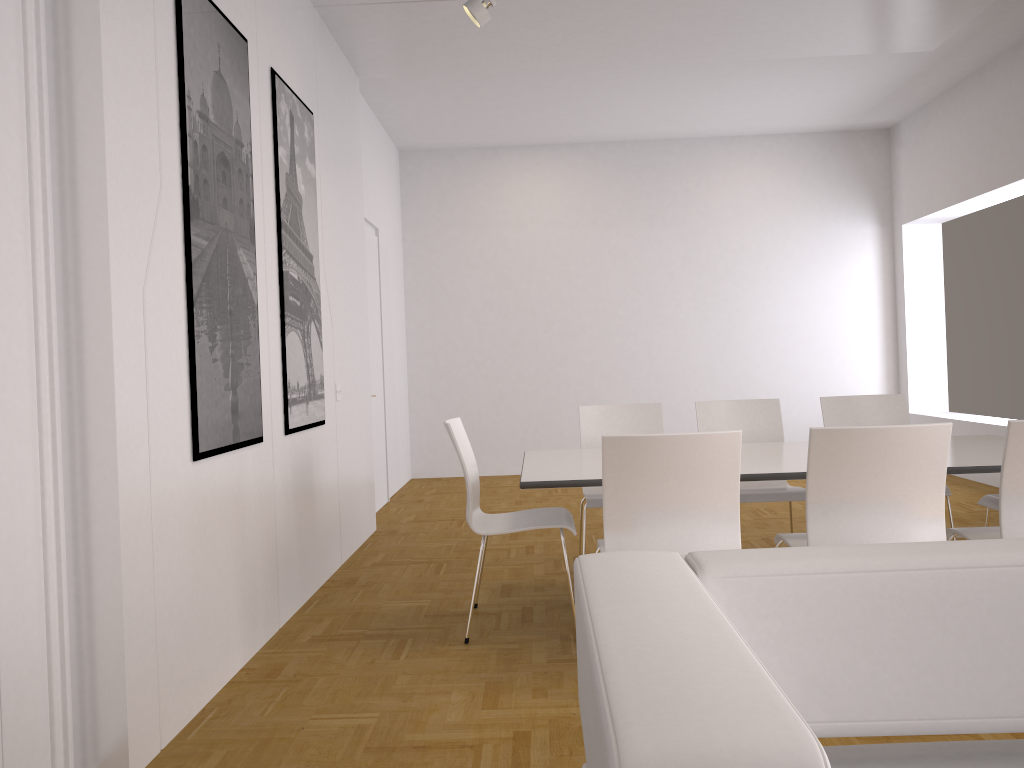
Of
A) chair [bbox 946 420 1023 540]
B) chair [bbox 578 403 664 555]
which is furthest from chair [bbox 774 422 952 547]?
chair [bbox 578 403 664 555]

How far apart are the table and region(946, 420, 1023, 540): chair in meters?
0.2 m

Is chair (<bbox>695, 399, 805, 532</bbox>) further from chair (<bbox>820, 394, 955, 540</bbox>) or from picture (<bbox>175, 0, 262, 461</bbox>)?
picture (<bbox>175, 0, 262, 461</bbox>)

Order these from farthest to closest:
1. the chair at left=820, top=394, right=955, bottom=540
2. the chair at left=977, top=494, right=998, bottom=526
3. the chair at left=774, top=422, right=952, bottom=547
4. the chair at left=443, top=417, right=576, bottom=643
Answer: the chair at left=820, top=394, right=955, bottom=540
the chair at left=977, top=494, right=998, bottom=526
the chair at left=443, top=417, right=576, bottom=643
the chair at left=774, top=422, right=952, bottom=547

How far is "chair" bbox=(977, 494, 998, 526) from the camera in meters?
4.1 m

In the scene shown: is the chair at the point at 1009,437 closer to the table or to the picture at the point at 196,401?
the table

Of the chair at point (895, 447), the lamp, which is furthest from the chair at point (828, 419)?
the lamp

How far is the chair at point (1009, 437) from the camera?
2.99m

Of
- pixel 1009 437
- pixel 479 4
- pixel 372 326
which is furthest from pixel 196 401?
pixel 372 326

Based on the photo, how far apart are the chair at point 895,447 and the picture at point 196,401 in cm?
214
